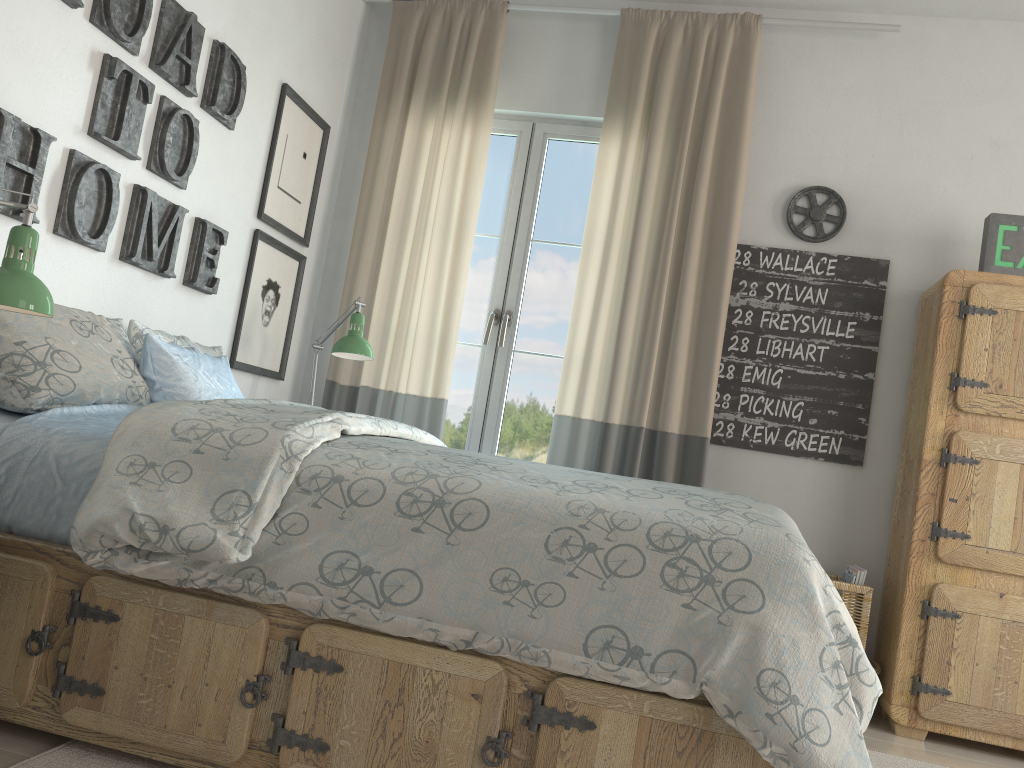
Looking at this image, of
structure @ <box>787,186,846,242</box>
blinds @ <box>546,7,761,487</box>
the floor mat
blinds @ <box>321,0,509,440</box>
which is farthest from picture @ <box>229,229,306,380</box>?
structure @ <box>787,186,846,242</box>

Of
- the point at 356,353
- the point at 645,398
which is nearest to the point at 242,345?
the point at 356,353

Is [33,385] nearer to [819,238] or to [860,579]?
[860,579]

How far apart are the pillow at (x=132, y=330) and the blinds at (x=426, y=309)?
0.75m

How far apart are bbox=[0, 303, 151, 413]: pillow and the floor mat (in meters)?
0.69

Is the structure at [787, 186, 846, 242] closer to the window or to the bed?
the window

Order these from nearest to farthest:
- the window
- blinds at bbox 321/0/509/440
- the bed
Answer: the bed < blinds at bbox 321/0/509/440 < the window

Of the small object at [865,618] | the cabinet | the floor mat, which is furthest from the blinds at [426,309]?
the floor mat

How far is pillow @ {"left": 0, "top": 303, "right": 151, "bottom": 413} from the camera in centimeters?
193cm

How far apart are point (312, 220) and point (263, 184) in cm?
40
